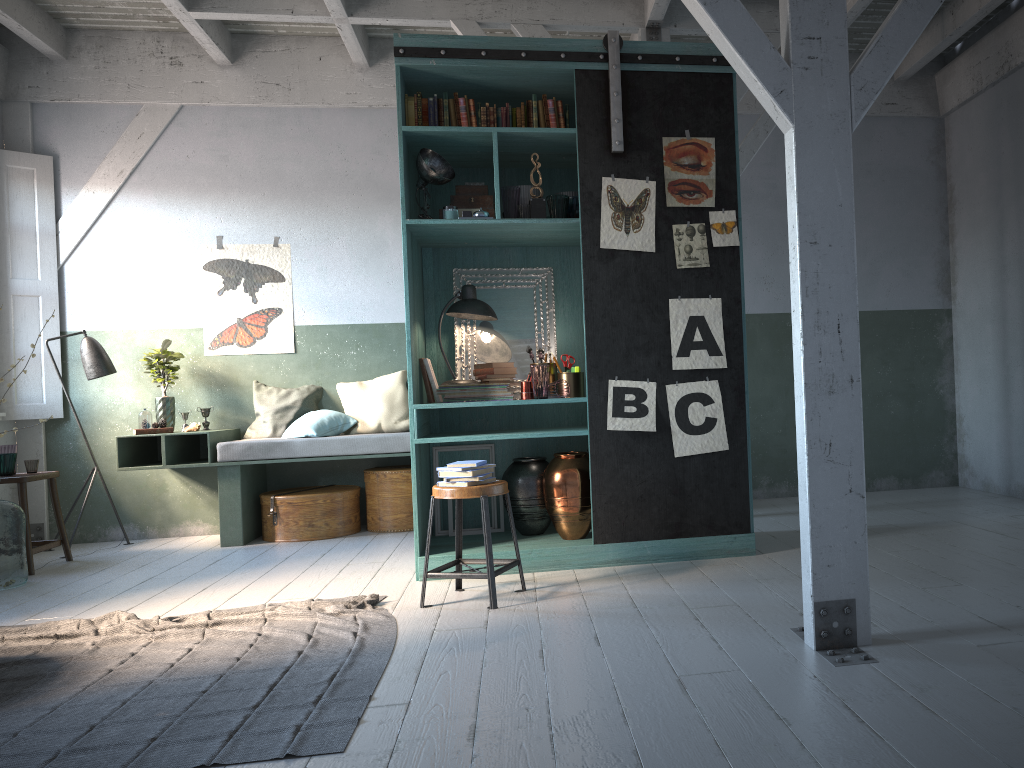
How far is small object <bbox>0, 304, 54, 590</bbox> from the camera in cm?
612

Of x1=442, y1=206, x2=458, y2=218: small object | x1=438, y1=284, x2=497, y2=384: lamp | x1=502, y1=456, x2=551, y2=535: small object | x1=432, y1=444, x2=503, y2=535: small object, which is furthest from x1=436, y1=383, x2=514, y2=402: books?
x1=442, y1=206, x2=458, y2=218: small object

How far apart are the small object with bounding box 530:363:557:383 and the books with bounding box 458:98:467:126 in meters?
1.7 m

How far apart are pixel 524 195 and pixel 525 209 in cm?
26

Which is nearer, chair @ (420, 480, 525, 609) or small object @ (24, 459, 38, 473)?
chair @ (420, 480, 525, 609)

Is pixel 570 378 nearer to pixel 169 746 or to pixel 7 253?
pixel 169 746

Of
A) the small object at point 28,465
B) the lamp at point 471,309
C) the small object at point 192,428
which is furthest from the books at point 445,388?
the small object at point 28,465

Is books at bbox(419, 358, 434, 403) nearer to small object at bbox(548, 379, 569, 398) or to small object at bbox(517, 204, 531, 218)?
small object at bbox(548, 379, 569, 398)

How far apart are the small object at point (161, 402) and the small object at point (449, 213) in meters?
3.5

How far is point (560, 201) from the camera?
5.6m
